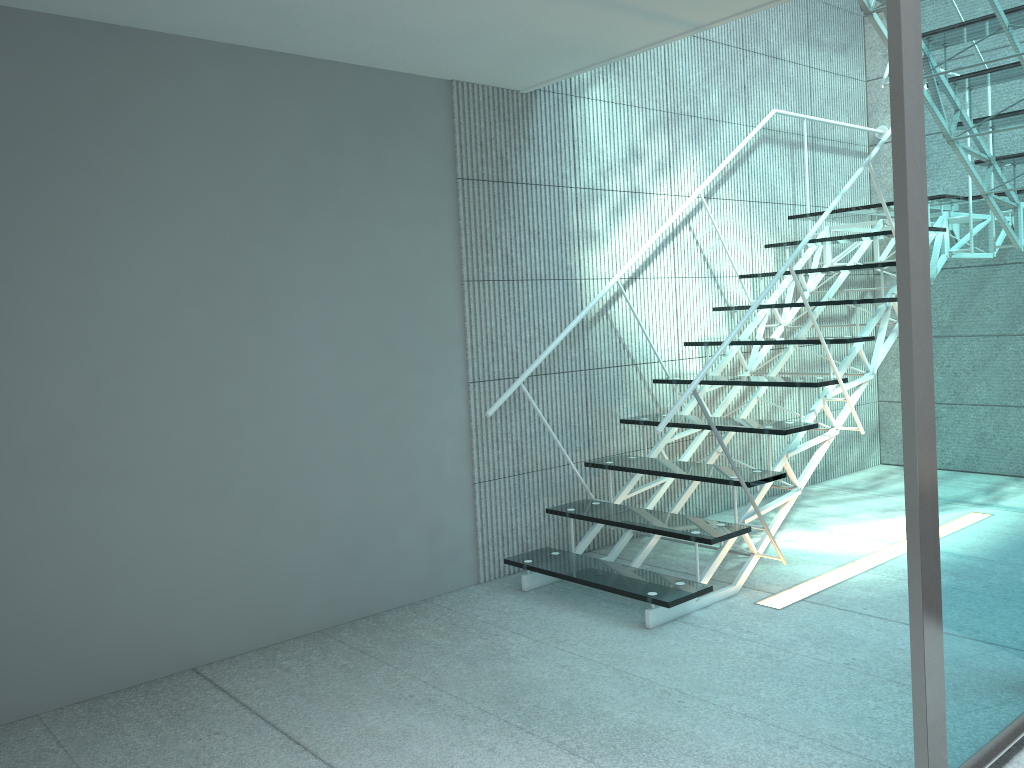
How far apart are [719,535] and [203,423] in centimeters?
177cm

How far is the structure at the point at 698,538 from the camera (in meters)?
3.07

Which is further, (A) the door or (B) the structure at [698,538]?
(B) the structure at [698,538]

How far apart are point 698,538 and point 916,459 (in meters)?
1.38

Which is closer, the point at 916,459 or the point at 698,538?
the point at 916,459

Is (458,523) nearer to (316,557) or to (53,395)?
(316,557)

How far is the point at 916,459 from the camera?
1.75m

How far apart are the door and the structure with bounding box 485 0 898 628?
1.0 meters

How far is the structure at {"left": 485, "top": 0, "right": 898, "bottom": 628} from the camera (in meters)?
3.07

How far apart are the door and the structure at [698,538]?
1.0 meters
